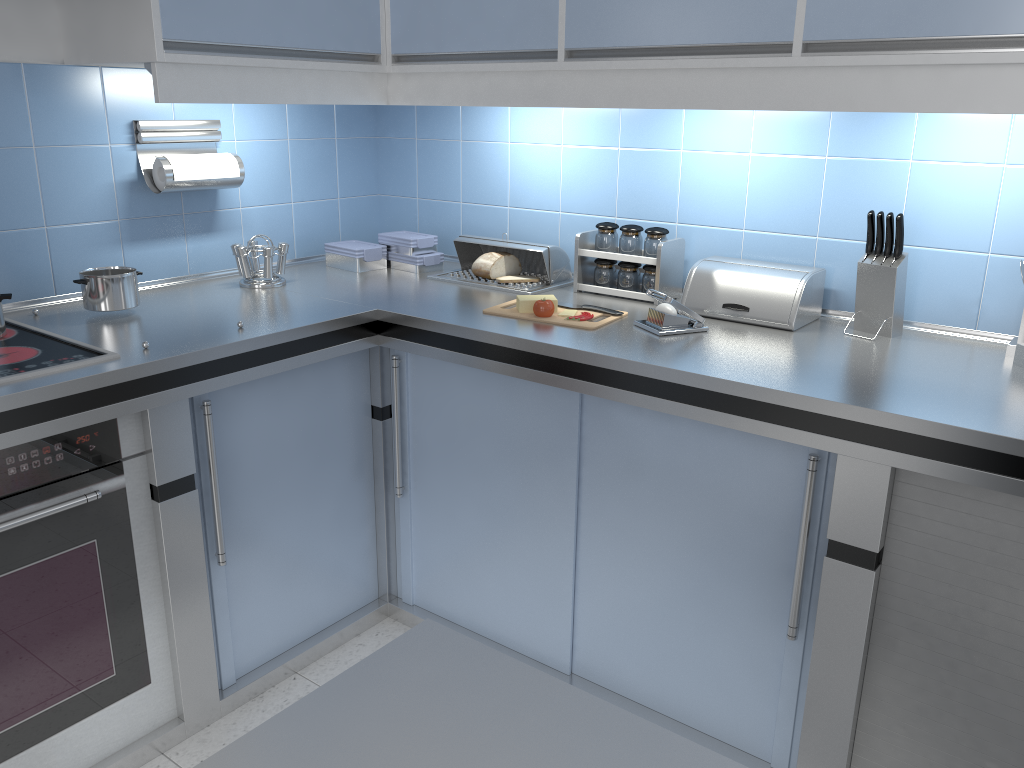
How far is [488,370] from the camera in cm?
214

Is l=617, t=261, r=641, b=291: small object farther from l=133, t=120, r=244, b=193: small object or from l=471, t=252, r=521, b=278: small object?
l=133, t=120, r=244, b=193: small object

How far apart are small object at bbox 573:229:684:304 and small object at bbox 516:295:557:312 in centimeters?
27cm

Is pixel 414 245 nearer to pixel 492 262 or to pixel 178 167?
pixel 492 262

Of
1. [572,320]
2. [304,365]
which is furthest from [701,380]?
[304,365]

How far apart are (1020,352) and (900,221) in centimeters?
39cm

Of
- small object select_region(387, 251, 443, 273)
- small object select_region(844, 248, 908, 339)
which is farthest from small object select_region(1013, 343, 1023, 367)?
small object select_region(387, 251, 443, 273)

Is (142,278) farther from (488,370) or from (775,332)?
(775,332)

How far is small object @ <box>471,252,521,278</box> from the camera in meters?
2.6 m

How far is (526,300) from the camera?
2.3m
